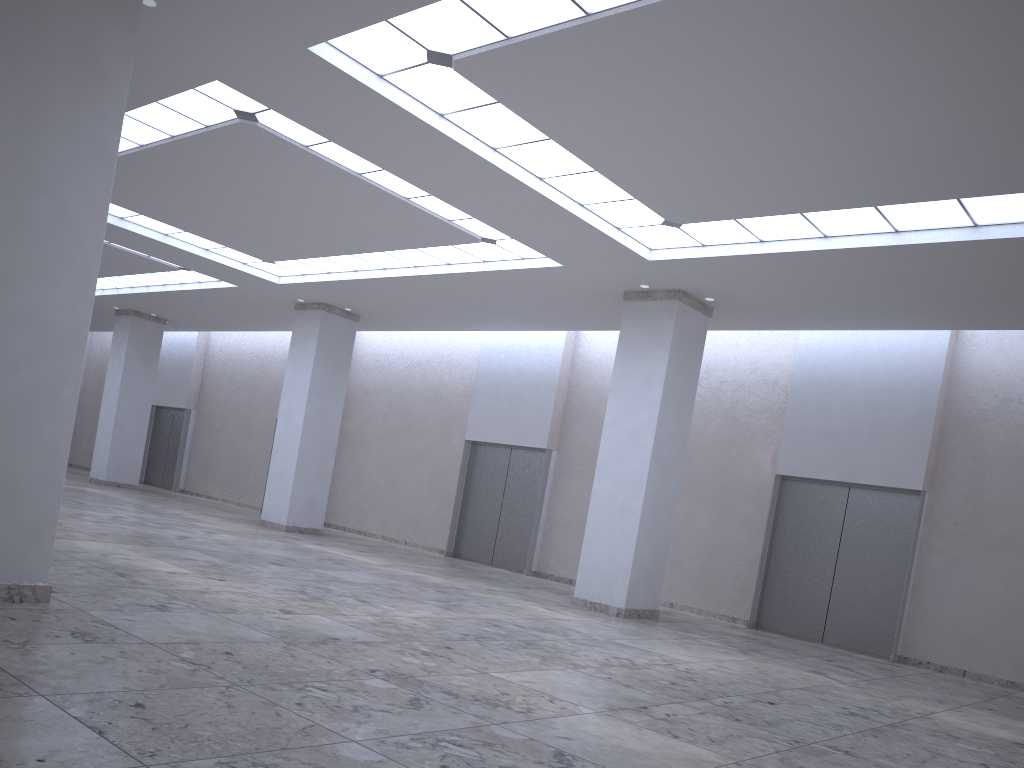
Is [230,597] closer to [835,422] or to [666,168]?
[666,168]

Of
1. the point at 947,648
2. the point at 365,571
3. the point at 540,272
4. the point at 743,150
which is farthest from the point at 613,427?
the point at 947,648
